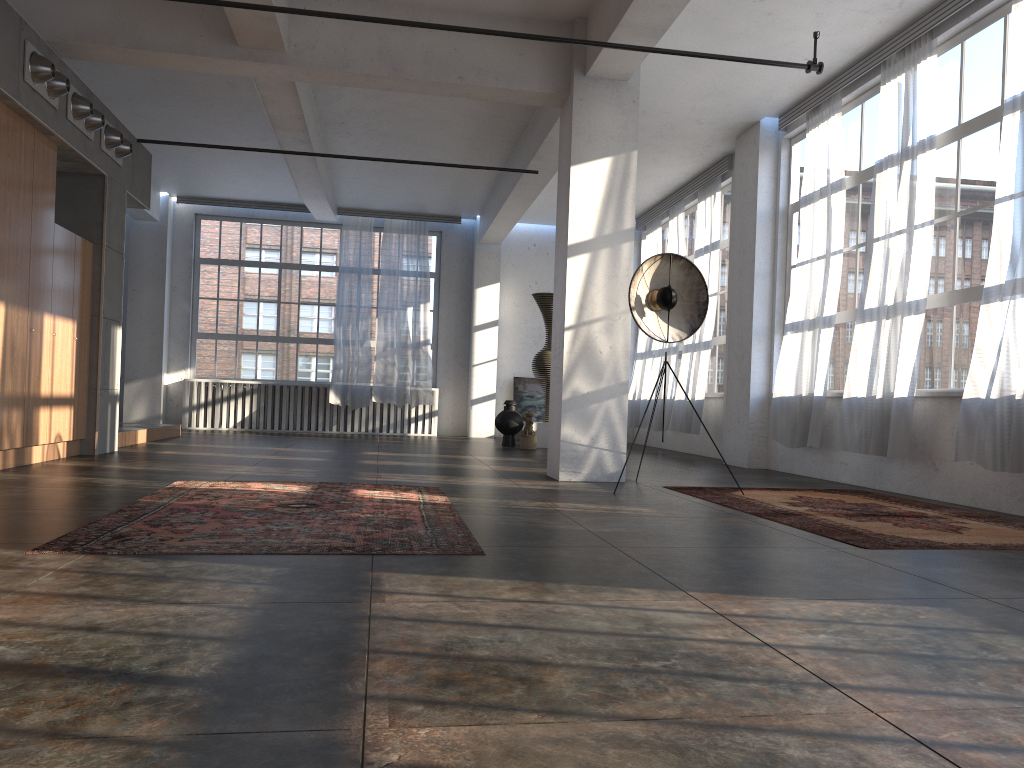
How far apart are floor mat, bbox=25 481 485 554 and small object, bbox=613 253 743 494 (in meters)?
2.12

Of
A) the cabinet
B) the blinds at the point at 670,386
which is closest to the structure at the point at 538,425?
the blinds at the point at 670,386

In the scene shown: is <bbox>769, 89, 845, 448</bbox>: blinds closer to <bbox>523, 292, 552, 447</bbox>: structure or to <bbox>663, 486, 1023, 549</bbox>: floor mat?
<bbox>663, 486, 1023, 549</bbox>: floor mat

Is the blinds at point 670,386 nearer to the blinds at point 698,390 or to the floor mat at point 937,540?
the blinds at point 698,390

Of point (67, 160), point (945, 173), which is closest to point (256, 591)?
point (945, 173)

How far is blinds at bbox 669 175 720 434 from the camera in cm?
1186

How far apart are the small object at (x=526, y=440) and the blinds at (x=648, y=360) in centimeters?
260cm

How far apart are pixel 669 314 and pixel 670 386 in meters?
6.2 m

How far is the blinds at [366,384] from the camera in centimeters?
1540cm

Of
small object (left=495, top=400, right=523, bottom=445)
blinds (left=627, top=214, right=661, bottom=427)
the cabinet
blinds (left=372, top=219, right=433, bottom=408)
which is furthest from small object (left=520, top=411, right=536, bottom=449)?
the cabinet
